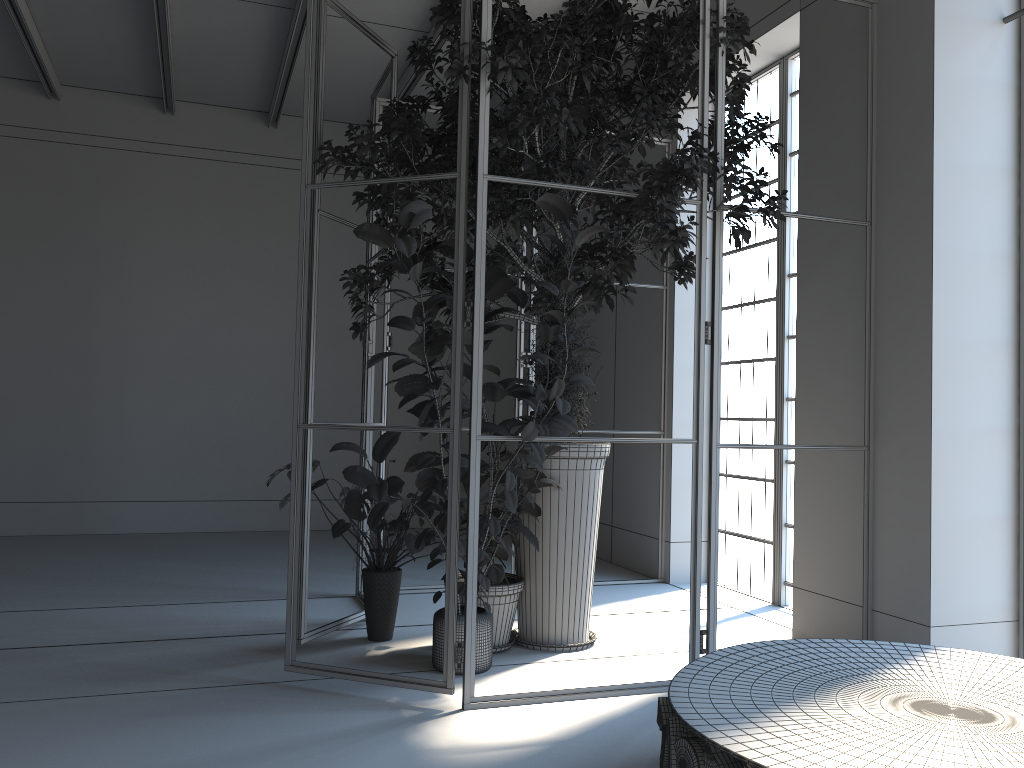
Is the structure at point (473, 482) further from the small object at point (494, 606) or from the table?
the table

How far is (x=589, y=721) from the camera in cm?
360

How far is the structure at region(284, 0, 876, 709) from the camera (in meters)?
3.74

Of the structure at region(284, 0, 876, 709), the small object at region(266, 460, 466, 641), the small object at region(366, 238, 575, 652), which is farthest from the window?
the small object at region(266, 460, 466, 641)

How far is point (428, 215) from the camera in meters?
3.7

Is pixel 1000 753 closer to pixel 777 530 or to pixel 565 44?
pixel 565 44

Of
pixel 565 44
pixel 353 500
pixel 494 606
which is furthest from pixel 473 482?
pixel 565 44

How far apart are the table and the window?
2.5m

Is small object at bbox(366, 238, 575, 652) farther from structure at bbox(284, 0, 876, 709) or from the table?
the table

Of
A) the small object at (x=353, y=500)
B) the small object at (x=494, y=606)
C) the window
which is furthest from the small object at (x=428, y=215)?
the window
